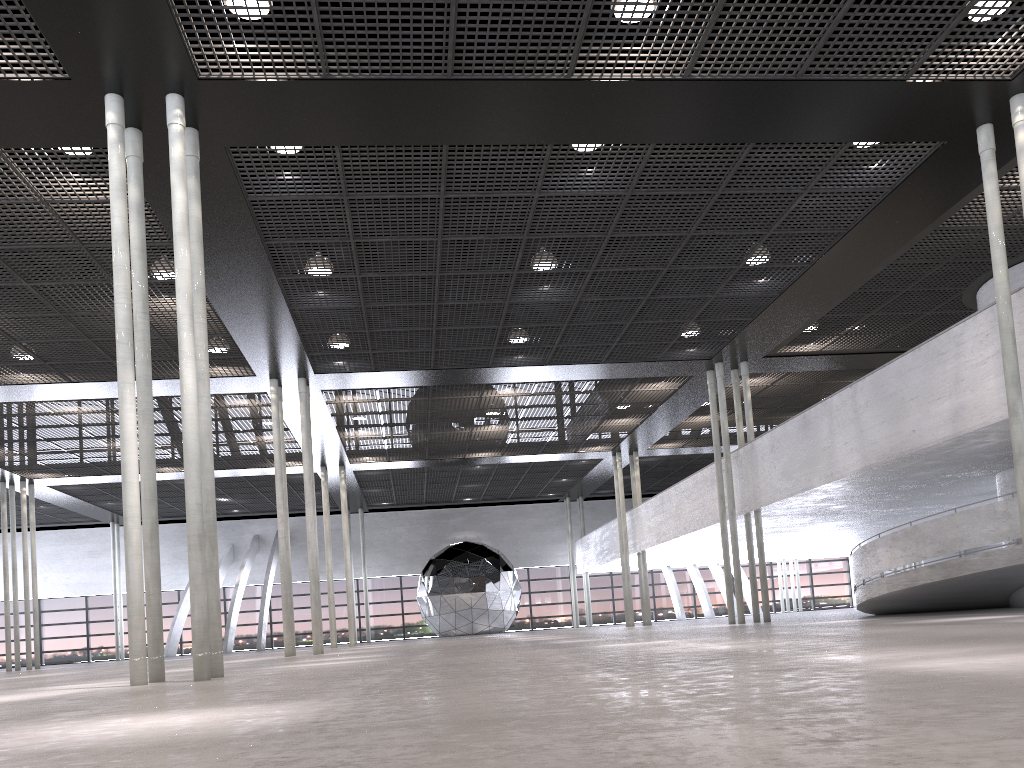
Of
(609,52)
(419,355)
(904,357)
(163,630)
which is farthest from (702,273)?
(163,630)
